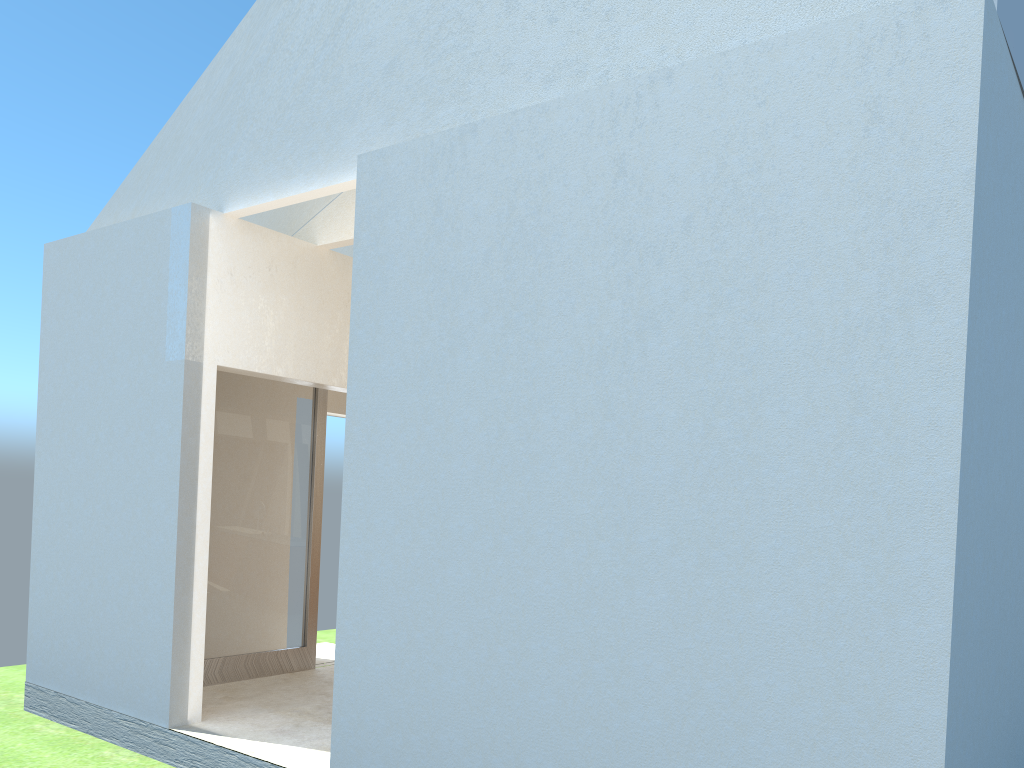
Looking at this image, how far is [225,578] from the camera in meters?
16.7 m

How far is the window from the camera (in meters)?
16.70

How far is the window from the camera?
16.7m
